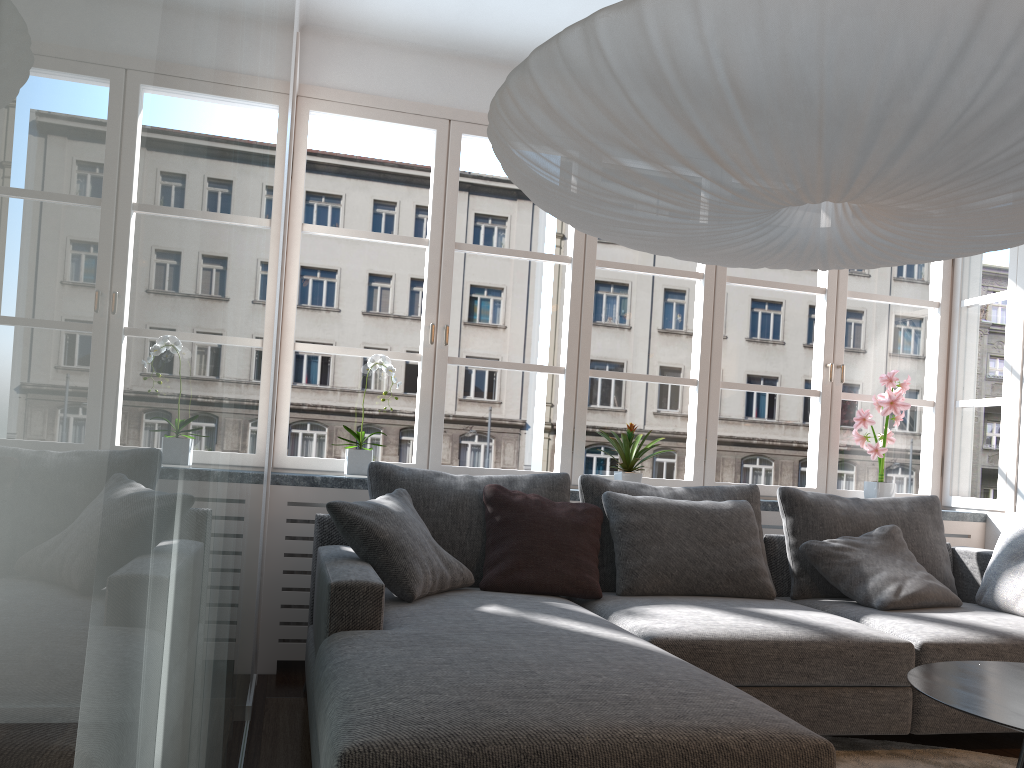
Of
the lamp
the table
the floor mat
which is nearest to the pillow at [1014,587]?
the floor mat

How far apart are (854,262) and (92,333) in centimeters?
212cm

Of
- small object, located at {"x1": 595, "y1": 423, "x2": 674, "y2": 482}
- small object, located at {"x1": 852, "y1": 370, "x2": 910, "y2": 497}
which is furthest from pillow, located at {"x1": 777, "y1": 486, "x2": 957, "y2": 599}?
small object, located at {"x1": 595, "y1": 423, "x2": 674, "y2": 482}

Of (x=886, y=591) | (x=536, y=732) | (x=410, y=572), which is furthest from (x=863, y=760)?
(x=536, y=732)

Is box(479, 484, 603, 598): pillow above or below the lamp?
below

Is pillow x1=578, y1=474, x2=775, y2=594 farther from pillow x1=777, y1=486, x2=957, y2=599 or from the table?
the table

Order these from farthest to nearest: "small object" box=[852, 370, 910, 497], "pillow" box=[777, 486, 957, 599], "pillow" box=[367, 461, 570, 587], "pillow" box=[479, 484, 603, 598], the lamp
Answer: "small object" box=[852, 370, 910, 497] < "pillow" box=[777, 486, 957, 599] < "pillow" box=[367, 461, 570, 587] < "pillow" box=[479, 484, 603, 598] < the lamp

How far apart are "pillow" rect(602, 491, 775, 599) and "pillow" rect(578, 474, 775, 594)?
0.07m

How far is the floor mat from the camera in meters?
2.8

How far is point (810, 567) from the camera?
3.7m
